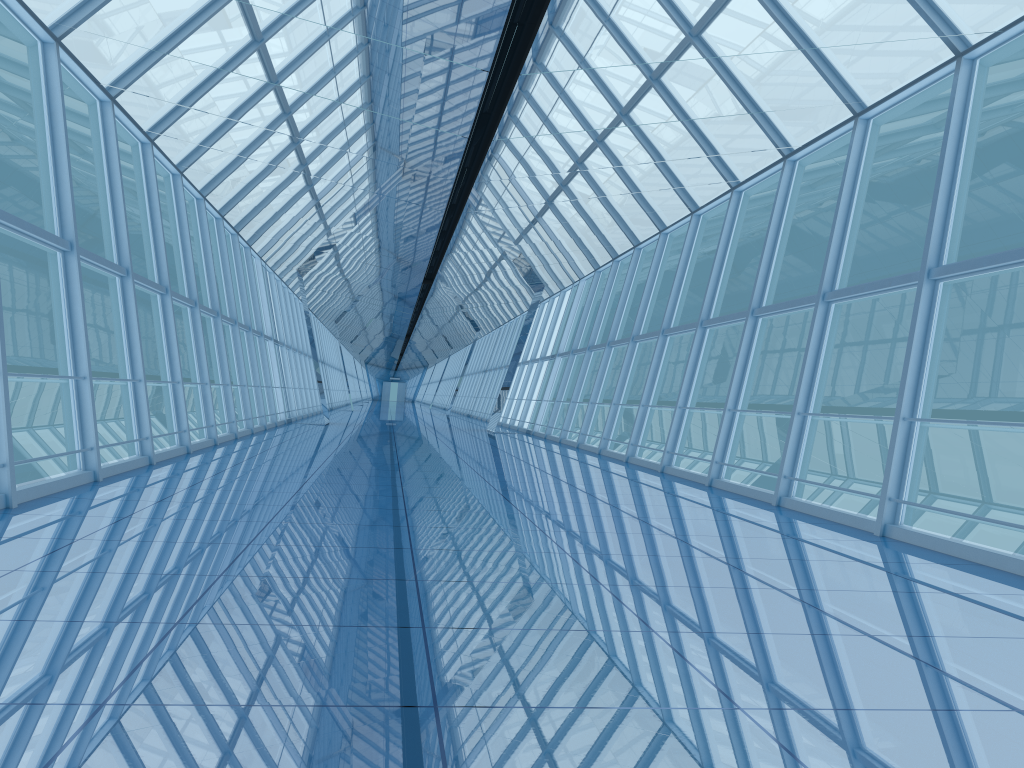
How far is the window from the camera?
8.72m

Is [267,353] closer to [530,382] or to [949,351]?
[530,382]

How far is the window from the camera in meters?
8.7

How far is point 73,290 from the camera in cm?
872
